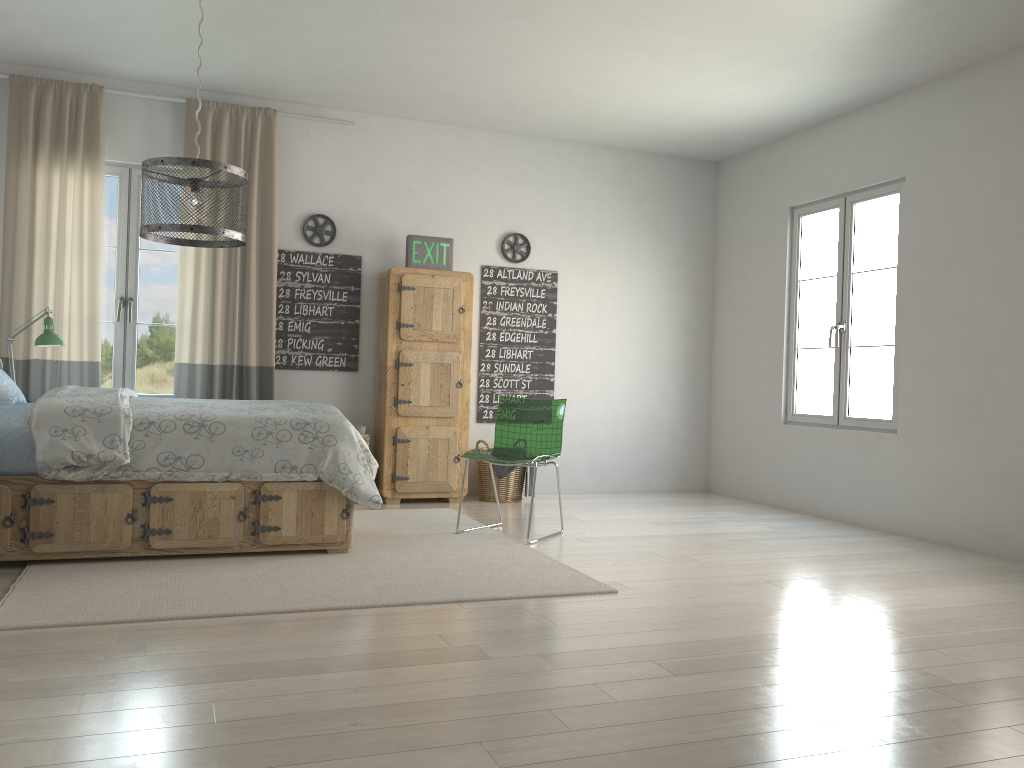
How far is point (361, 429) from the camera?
5.9m

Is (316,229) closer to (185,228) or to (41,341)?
(41,341)

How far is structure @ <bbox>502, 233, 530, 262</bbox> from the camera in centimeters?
650cm

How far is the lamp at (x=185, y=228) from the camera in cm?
313

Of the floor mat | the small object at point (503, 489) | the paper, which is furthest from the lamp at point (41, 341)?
the small object at point (503, 489)

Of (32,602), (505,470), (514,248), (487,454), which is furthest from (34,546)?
(514,248)

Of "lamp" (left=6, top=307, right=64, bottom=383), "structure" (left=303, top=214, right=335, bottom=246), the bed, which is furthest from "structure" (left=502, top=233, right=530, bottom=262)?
"lamp" (left=6, top=307, right=64, bottom=383)

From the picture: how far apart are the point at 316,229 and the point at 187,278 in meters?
0.9

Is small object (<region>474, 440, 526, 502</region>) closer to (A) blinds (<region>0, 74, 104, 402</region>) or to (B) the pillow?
(A) blinds (<region>0, 74, 104, 402</region>)

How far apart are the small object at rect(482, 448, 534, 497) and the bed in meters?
1.9 m
